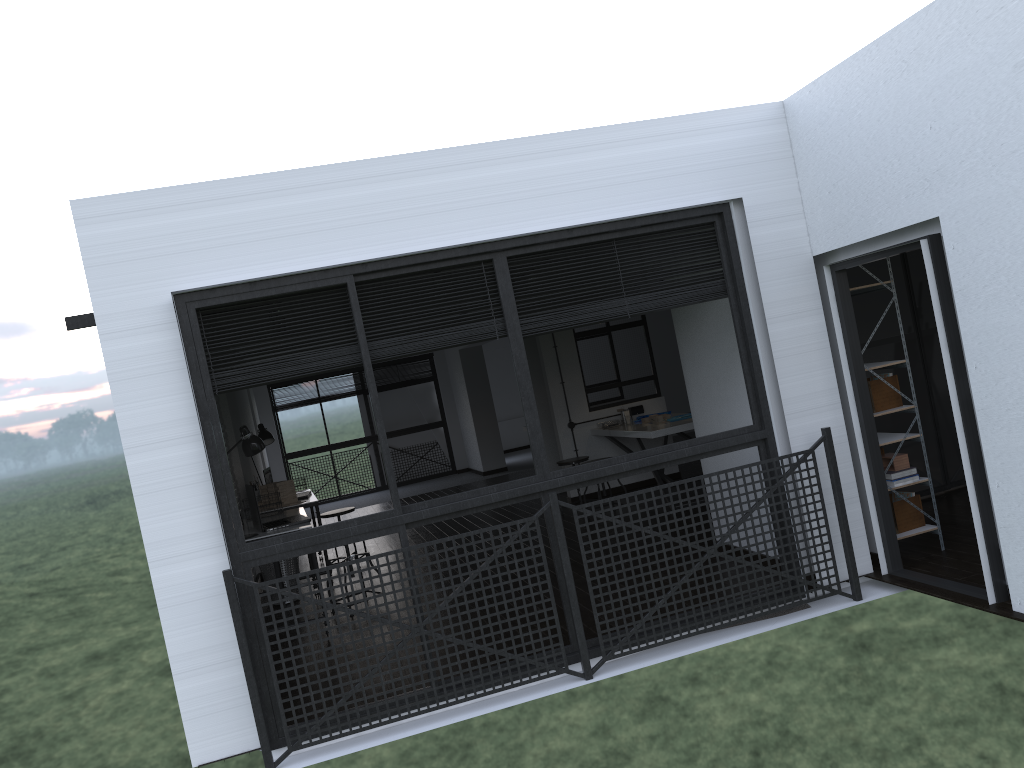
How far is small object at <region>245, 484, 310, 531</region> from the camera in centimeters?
581cm

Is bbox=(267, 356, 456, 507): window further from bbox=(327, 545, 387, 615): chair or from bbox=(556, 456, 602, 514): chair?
bbox=(327, 545, 387, 615): chair

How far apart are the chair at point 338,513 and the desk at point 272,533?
1.0m

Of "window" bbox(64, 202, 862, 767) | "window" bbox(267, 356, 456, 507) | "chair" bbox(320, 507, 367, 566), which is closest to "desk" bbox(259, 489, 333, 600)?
"chair" bbox(320, 507, 367, 566)

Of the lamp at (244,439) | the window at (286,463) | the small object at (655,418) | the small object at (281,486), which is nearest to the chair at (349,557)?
the lamp at (244,439)

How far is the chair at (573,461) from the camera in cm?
831

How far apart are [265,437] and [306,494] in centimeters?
68cm

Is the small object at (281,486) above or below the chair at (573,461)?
above

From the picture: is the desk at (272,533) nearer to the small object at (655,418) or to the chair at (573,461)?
the chair at (573,461)

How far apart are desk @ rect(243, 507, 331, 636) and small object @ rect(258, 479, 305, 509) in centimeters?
57cm
